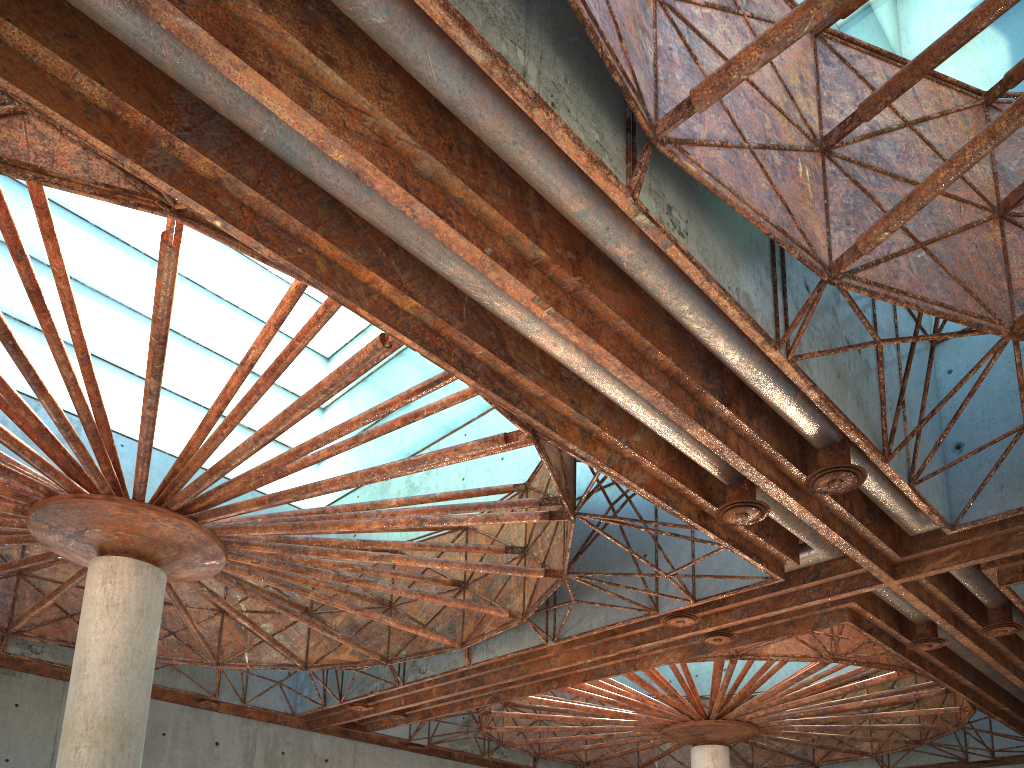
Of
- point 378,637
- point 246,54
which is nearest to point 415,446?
point 378,637

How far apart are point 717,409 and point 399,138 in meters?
8.6
